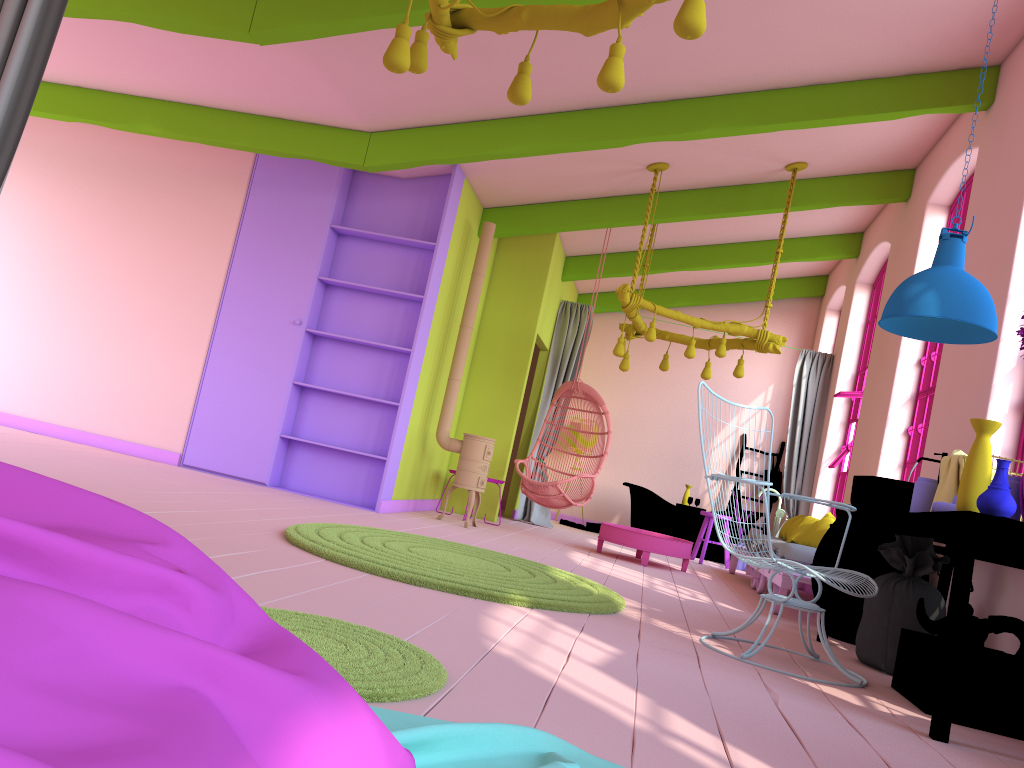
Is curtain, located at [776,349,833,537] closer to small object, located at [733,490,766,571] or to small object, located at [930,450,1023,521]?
small object, located at [733,490,766,571]

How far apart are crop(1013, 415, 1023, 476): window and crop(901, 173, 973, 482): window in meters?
1.9 m

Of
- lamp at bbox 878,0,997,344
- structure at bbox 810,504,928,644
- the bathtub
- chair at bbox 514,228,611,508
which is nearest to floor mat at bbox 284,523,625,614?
structure at bbox 810,504,928,644

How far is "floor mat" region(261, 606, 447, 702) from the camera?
2.19m

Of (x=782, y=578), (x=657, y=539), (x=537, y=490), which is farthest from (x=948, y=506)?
(x=537, y=490)

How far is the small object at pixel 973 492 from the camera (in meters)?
3.46

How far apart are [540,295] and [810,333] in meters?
4.7

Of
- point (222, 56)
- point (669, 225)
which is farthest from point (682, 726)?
point (669, 225)

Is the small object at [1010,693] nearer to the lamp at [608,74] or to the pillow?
the lamp at [608,74]

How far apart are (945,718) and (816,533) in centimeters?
427cm
